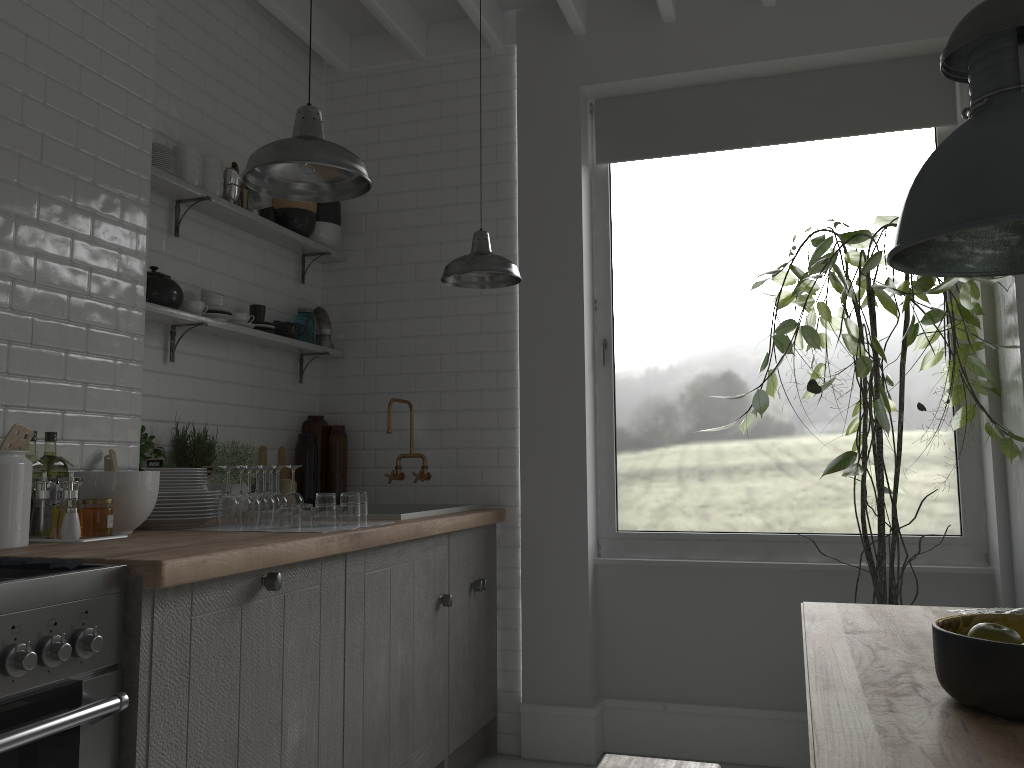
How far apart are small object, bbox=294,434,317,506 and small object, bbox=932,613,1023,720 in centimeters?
385cm

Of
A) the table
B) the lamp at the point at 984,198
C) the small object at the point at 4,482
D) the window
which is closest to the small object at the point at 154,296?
the small object at the point at 4,482

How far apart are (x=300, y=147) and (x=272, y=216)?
2.37m

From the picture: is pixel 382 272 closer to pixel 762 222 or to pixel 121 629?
pixel 121 629

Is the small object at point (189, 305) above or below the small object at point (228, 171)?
below

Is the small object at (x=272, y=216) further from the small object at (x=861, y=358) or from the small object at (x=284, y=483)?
the small object at (x=861, y=358)

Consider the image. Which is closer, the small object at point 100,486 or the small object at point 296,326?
the small object at point 100,486

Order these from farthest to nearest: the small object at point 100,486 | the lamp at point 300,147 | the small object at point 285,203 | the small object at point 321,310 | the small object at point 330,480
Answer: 1. the small object at point 321,310
2. the small object at point 330,480
3. the small object at point 285,203
4. the small object at point 100,486
5. the lamp at point 300,147

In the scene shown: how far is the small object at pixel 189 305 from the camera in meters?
4.1

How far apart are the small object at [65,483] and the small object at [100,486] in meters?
0.1 m
